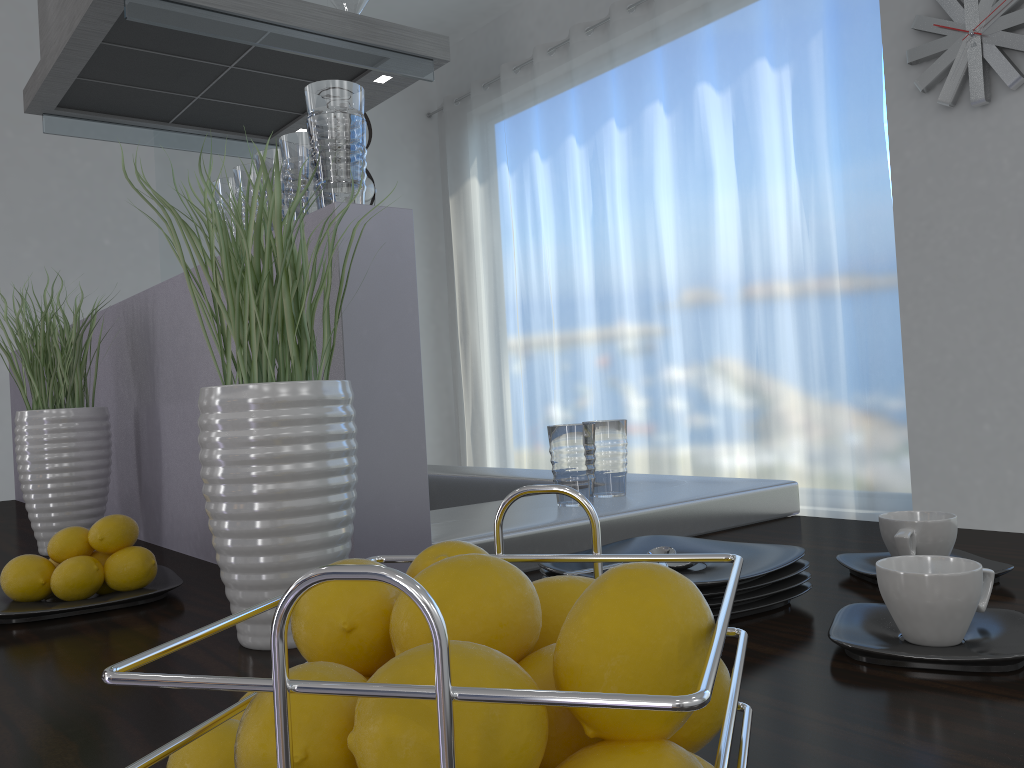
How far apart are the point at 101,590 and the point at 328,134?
0.6 meters

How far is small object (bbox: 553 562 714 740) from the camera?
0.3 meters

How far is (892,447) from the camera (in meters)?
3.57

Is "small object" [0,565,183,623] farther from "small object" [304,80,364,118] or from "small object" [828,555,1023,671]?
"small object" [828,555,1023,671]

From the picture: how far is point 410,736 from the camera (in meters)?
0.26

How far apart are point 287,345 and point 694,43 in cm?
404

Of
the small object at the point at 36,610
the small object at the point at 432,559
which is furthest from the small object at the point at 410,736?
the small object at the point at 36,610

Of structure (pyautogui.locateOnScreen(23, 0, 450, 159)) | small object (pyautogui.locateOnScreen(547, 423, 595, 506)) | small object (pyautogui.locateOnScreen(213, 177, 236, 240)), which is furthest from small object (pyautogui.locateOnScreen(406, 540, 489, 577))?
structure (pyautogui.locateOnScreen(23, 0, 450, 159))

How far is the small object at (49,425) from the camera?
1.5m

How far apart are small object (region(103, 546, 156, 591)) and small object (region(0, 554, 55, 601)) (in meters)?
0.07
